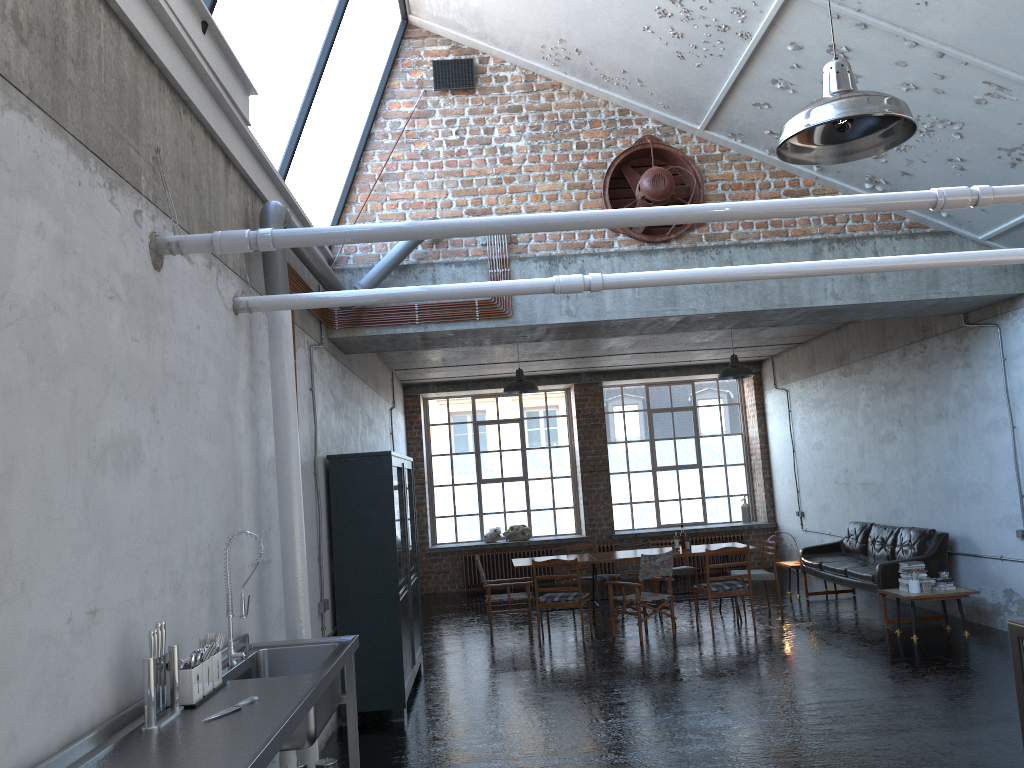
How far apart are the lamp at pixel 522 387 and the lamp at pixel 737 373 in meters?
2.6 m

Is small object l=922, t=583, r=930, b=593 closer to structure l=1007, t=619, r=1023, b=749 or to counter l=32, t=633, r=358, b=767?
structure l=1007, t=619, r=1023, b=749

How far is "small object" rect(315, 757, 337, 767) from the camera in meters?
4.6 m

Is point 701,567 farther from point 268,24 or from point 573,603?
point 268,24

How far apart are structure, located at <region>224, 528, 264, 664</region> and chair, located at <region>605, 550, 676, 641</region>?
6.6 meters

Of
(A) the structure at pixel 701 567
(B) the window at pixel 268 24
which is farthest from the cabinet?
(A) the structure at pixel 701 567

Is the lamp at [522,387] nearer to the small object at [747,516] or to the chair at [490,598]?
the chair at [490,598]

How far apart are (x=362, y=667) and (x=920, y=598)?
5.83m

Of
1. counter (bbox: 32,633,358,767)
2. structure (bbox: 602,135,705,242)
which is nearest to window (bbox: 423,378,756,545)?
structure (bbox: 602,135,705,242)

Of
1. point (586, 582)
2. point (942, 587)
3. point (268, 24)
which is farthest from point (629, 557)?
point (268, 24)
